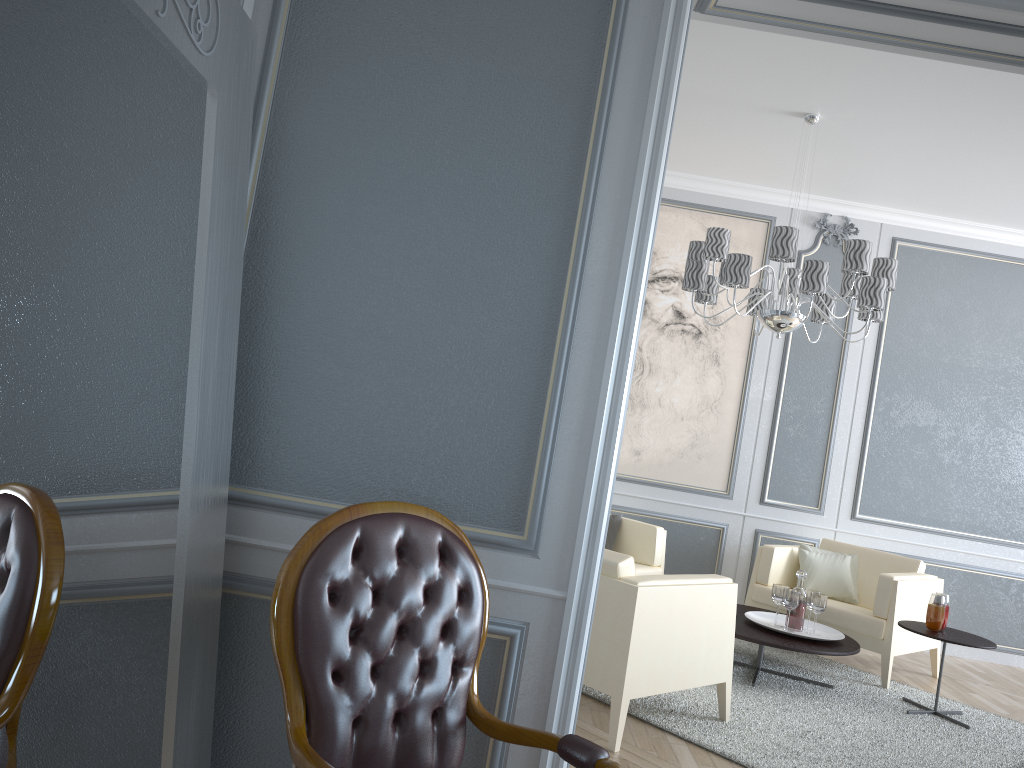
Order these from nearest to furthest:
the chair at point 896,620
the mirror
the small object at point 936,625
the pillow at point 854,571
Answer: the mirror, the small object at point 936,625, the chair at point 896,620, the pillow at point 854,571

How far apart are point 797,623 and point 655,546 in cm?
93

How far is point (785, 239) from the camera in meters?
3.9

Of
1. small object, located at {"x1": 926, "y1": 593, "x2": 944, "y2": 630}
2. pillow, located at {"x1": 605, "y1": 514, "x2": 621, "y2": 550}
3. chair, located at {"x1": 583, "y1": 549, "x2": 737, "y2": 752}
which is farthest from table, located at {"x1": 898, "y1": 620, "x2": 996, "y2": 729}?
pillow, located at {"x1": 605, "y1": 514, "x2": 621, "y2": 550}

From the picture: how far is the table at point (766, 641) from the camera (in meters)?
3.96

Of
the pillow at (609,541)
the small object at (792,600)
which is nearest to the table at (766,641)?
the small object at (792,600)

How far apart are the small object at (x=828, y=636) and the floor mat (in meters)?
0.23

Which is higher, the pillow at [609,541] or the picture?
the picture

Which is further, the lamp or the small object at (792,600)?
the small object at (792,600)

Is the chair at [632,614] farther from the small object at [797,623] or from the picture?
the picture
